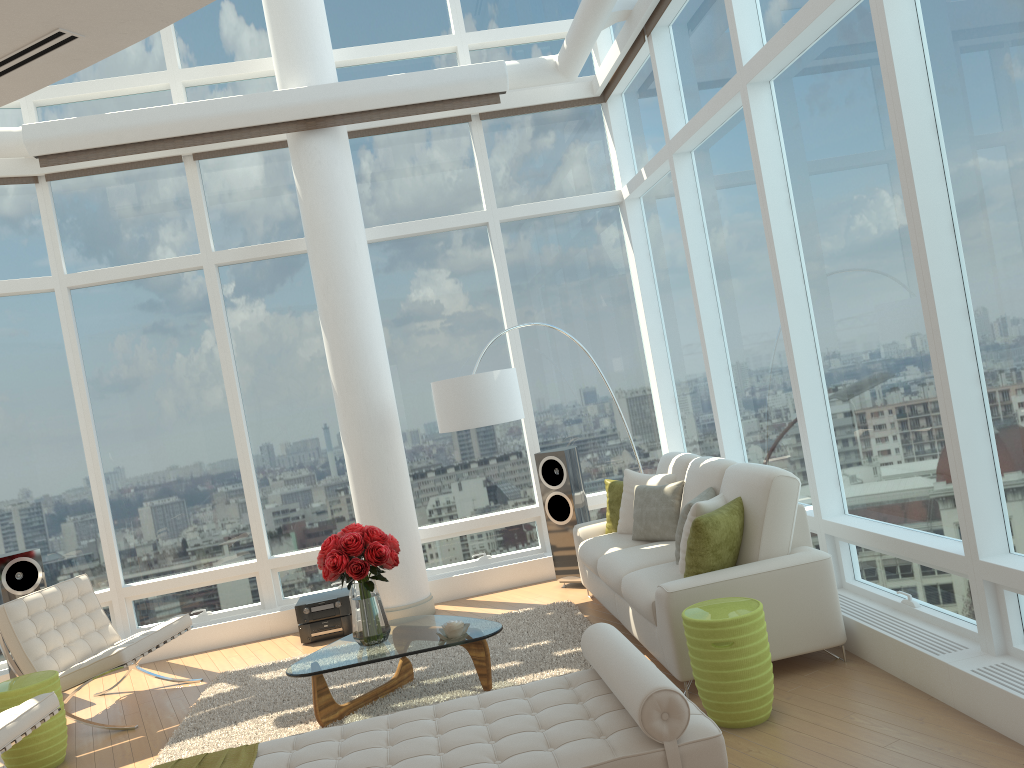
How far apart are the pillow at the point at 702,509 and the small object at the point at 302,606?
3.2 meters

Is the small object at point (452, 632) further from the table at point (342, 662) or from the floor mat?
the floor mat

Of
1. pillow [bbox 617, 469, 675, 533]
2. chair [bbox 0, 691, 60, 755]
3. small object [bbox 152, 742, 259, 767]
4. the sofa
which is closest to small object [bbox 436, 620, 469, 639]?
the sofa

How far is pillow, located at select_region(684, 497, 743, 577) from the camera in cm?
472

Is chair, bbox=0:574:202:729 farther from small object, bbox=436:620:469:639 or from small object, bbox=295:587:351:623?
small object, bbox=436:620:469:639

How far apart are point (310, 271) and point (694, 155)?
3.55m

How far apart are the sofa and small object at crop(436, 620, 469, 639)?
0.96m

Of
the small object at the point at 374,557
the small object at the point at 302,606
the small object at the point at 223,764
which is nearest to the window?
the small object at the point at 302,606

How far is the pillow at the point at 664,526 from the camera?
6.0m

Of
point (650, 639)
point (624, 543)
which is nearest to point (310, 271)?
point (624, 543)
